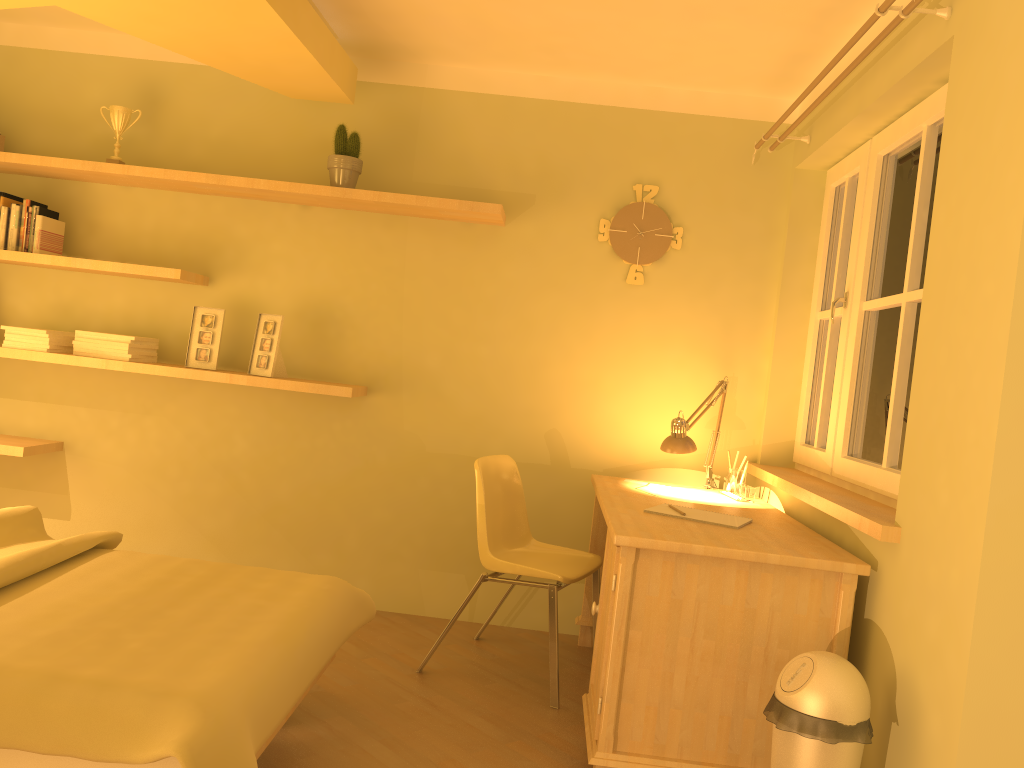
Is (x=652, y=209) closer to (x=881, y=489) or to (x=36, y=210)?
(x=881, y=489)

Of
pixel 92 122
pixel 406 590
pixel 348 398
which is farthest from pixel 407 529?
pixel 92 122

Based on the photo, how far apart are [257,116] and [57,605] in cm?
244

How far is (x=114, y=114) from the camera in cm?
375

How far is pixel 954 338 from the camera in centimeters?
206cm

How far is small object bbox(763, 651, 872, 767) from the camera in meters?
2.0

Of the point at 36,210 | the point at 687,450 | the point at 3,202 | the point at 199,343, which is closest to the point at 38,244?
the point at 36,210

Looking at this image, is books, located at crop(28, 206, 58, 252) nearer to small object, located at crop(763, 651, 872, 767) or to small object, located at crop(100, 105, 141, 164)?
small object, located at crop(100, 105, 141, 164)

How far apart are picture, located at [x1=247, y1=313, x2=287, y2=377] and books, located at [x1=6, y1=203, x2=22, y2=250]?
1.1m

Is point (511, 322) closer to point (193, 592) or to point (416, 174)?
point (416, 174)
